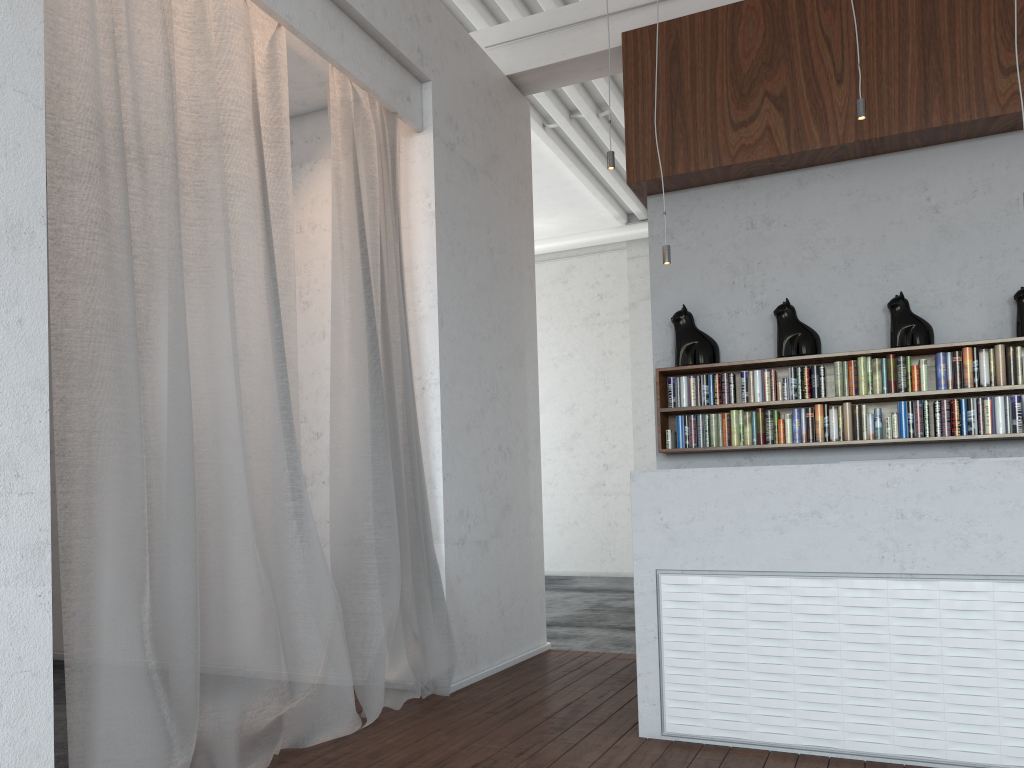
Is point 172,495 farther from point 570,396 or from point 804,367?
point 570,396

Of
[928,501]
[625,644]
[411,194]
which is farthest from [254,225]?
[625,644]
